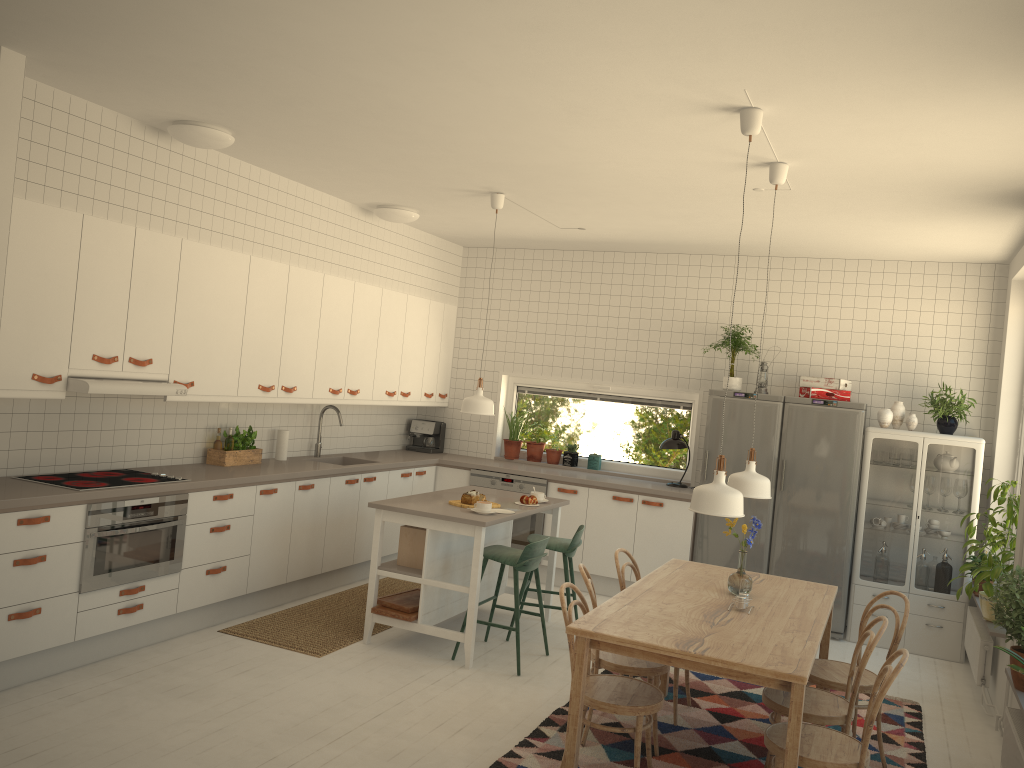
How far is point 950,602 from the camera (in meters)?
6.28

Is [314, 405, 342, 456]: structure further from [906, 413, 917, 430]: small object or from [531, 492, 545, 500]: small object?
[906, 413, 917, 430]: small object

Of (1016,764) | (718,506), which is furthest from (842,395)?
(718,506)

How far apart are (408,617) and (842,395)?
3.7 meters

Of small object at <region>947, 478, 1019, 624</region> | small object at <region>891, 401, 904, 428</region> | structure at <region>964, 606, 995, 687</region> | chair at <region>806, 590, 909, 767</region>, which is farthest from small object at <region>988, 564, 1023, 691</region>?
small object at <region>891, 401, 904, 428</region>

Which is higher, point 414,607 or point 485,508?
point 485,508

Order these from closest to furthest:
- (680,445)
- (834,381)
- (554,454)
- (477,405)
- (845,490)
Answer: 1. (477,405)
2. (845,490)
3. (834,381)
4. (680,445)
5. (554,454)

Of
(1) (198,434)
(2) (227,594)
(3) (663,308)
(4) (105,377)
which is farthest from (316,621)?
(3) (663,308)

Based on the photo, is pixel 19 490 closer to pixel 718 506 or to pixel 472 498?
pixel 472 498

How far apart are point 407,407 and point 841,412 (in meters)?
3.89
